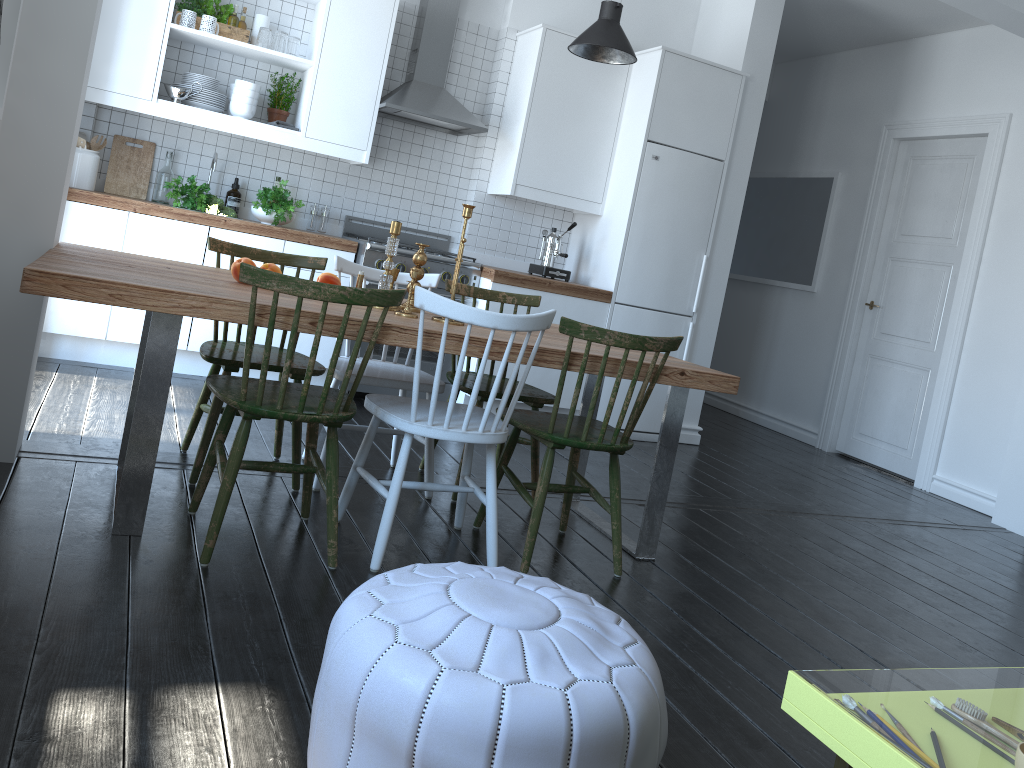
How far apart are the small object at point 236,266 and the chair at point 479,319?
0.6m

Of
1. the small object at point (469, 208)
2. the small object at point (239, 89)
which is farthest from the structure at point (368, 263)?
the small object at point (469, 208)

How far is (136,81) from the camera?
4.47m

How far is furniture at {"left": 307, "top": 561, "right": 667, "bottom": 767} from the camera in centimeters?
134cm

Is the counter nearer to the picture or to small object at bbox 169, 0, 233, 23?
small object at bbox 169, 0, 233, 23

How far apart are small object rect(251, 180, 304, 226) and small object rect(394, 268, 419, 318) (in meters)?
2.15

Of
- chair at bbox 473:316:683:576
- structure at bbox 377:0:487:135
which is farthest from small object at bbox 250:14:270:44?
chair at bbox 473:316:683:576

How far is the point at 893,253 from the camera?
6.29m

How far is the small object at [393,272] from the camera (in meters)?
3.19

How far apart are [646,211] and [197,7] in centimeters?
272cm
